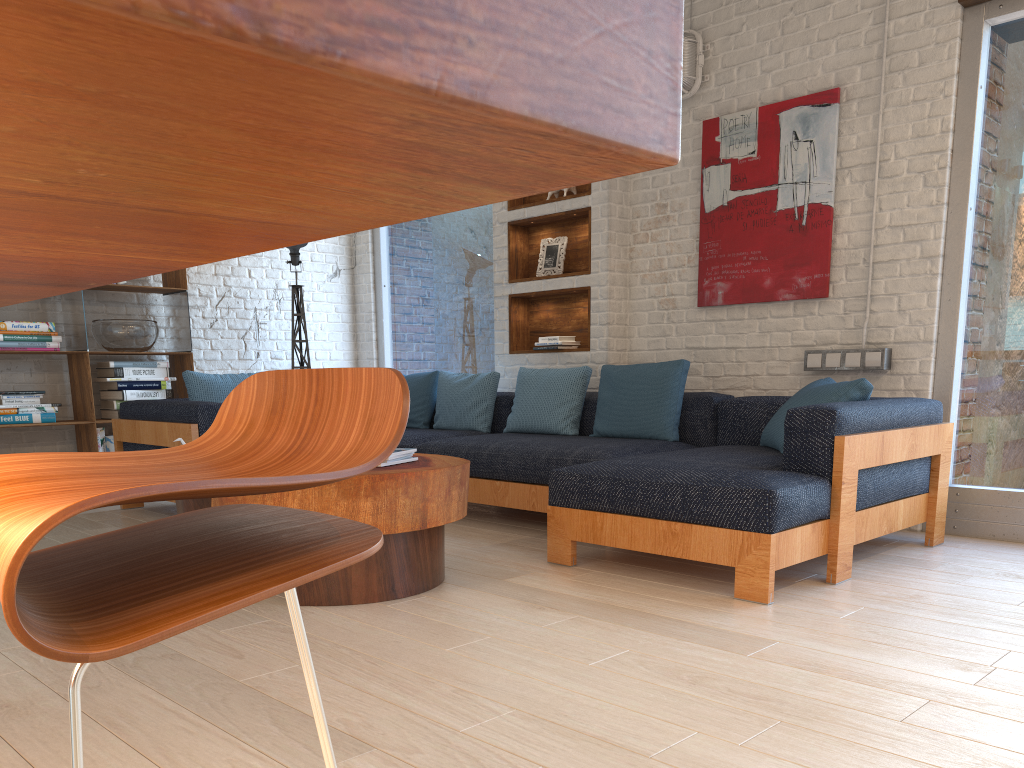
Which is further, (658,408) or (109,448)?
(109,448)

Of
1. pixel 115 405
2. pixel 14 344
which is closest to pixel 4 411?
pixel 14 344

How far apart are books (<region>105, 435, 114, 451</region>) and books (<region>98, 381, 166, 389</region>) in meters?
0.3 m

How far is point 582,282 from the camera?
5.3m

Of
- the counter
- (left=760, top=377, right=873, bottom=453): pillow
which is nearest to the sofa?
(left=760, top=377, right=873, bottom=453): pillow

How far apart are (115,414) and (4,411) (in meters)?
0.64

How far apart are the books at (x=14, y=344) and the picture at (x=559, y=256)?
3.1 meters

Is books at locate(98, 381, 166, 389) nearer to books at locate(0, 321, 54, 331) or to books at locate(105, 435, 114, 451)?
books at locate(105, 435, 114, 451)

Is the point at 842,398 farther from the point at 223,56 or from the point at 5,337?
the point at 5,337

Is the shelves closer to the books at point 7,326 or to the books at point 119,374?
the books at point 119,374
